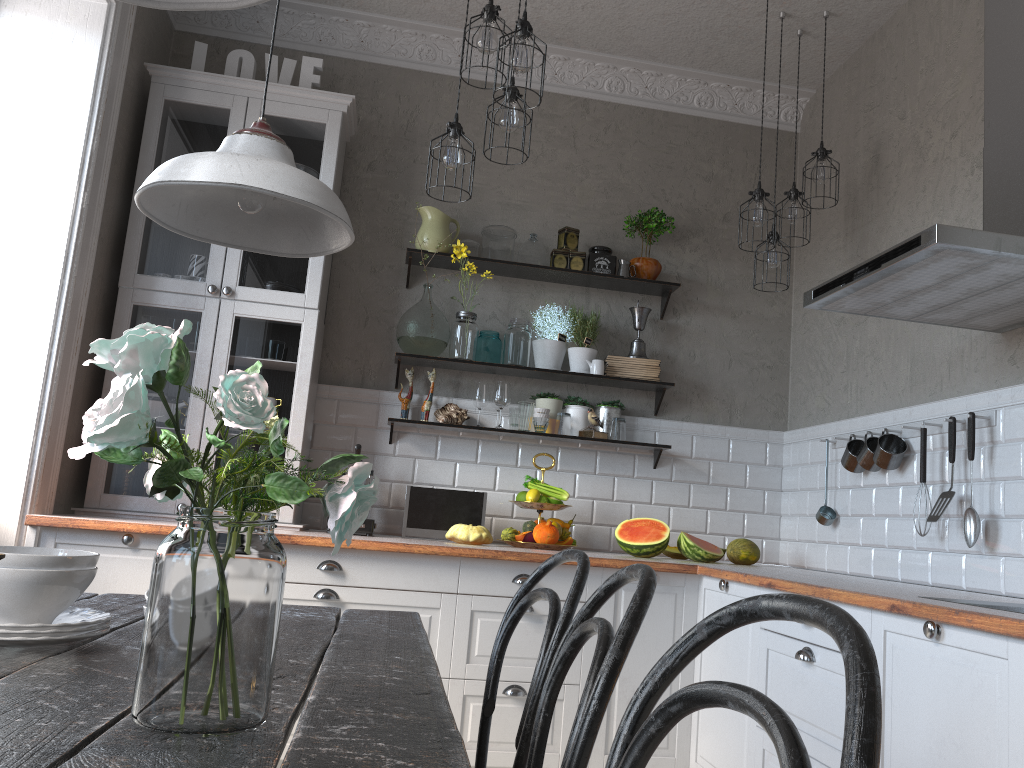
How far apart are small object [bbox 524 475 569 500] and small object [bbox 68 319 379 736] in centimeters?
287cm

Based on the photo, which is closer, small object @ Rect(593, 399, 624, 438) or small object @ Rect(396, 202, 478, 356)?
small object @ Rect(396, 202, 478, 356)

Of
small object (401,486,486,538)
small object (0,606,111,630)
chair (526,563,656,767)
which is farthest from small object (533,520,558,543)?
small object (0,606,111,630)

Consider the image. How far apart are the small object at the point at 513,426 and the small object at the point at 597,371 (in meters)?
0.43

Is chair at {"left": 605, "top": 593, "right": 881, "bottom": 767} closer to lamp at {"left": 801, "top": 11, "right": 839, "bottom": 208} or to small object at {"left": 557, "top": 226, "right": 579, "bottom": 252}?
lamp at {"left": 801, "top": 11, "right": 839, "bottom": 208}

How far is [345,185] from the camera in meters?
4.3

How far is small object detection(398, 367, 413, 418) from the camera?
4.1 meters

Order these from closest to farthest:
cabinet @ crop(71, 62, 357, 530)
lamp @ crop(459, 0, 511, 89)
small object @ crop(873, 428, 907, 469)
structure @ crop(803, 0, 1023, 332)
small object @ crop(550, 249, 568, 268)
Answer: structure @ crop(803, 0, 1023, 332) → lamp @ crop(459, 0, 511, 89) → small object @ crop(873, 428, 907, 469) → cabinet @ crop(71, 62, 357, 530) → small object @ crop(550, 249, 568, 268)

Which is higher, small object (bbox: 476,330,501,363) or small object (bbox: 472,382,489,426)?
small object (bbox: 476,330,501,363)

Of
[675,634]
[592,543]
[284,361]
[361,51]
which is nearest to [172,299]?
[284,361]
